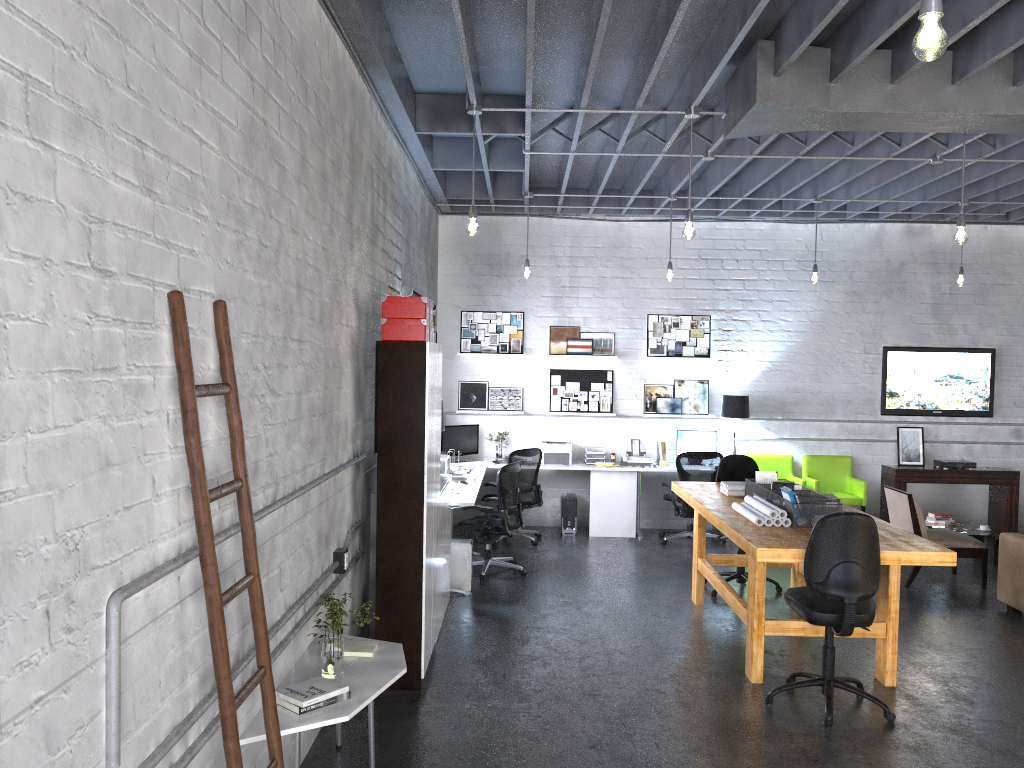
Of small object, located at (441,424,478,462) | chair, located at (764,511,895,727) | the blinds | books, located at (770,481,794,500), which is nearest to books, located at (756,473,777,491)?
books, located at (770,481,794,500)

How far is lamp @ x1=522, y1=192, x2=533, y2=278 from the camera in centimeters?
909cm

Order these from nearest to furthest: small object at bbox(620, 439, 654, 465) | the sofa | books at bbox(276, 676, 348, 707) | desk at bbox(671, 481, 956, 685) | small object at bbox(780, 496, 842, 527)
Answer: books at bbox(276, 676, 348, 707) < desk at bbox(671, 481, 956, 685) < small object at bbox(780, 496, 842, 527) < the sofa < small object at bbox(620, 439, 654, 465)

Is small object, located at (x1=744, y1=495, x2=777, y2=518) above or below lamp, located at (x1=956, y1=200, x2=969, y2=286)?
below

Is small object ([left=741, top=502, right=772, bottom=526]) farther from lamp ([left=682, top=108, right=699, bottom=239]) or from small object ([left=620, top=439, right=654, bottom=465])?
small object ([left=620, top=439, right=654, bottom=465])

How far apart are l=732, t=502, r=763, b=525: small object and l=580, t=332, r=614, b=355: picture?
4.5m

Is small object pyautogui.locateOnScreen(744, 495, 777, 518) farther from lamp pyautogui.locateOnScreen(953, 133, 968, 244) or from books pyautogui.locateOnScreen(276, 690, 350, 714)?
books pyautogui.locateOnScreen(276, 690, 350, 714)

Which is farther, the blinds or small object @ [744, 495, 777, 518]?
the blinds

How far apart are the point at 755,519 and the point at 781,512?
0.2 meters

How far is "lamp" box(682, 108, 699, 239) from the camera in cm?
602
